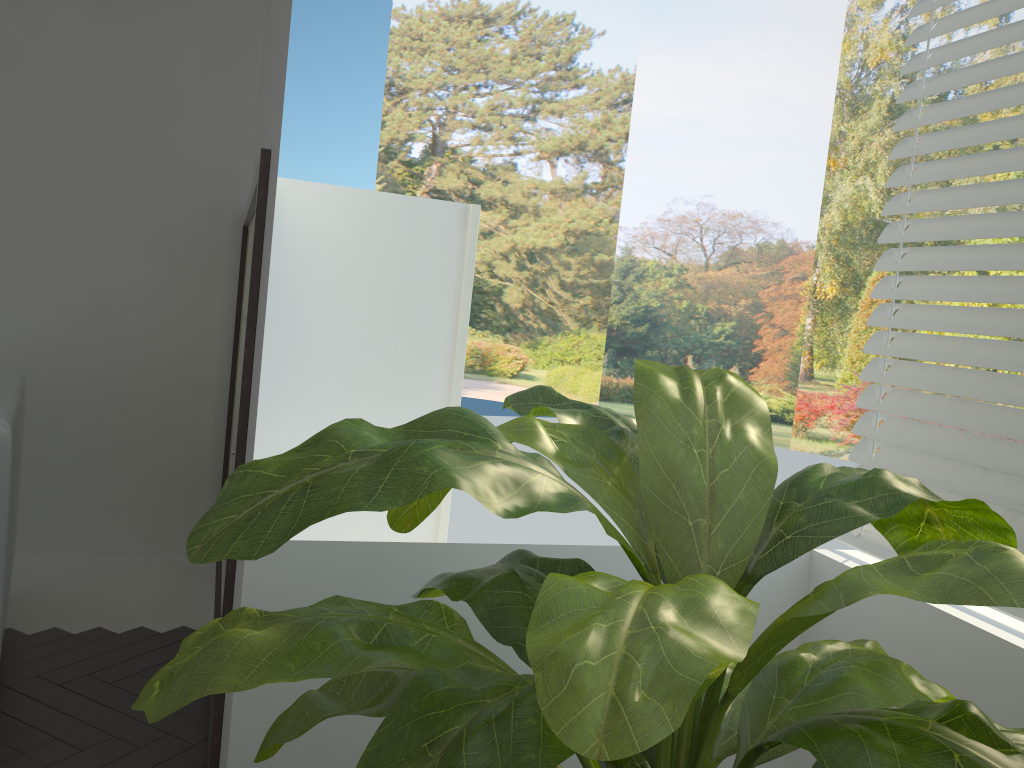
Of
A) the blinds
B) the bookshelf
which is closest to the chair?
the bookshelf

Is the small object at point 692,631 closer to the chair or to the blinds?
the blinds

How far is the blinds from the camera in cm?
161

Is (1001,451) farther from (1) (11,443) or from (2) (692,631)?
(1) (11,443)

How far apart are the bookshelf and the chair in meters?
0.6

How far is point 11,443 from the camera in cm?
235

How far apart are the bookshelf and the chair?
0.58m

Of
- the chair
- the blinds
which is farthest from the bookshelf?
the blinds

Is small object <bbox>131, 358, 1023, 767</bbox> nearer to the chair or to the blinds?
the blinds

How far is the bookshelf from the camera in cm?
207
